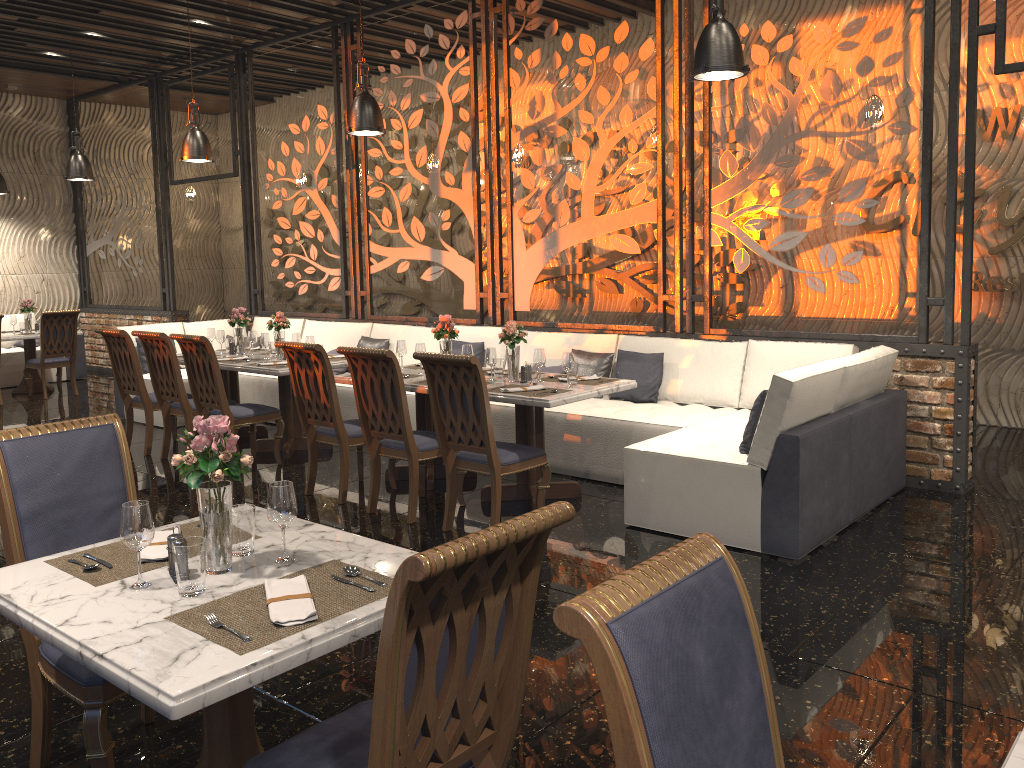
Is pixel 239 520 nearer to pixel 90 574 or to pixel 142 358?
pixel 90 574

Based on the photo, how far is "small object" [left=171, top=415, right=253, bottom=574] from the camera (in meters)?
2.25

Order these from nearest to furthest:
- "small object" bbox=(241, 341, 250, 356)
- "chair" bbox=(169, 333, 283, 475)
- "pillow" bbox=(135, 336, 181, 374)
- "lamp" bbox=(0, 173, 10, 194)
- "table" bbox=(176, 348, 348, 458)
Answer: "chair" bbox=(169, 333, 283, 475)
"table" bbox=(176, 348, 348, 458)
"small object" bbox=(241, 341, 250, 356)
"pillow" bbox=(135, 336, 181, 374)
"lamp" bbox=(0, 173, 10, 194)

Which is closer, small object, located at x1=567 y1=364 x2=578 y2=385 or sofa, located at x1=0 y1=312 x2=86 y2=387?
small object, located at x1=567 y1=364 x2=578 y2=385

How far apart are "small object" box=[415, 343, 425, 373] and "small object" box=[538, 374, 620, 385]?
1.0 meters

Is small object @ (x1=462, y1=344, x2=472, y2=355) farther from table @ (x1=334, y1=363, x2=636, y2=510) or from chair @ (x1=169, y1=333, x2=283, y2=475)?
chair @ (x1=169, y1=333, x2=283, y2=475)

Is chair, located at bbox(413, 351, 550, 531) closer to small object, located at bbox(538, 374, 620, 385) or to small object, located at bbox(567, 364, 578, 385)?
small object, located at bbox(567, 364, 578, 385)

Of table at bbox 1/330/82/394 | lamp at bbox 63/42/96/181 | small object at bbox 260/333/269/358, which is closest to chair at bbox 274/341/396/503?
small object at bbox 260/333/269/358

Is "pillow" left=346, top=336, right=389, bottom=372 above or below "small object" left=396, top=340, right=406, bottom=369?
below

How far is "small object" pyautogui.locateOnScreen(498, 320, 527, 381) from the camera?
5.65m
